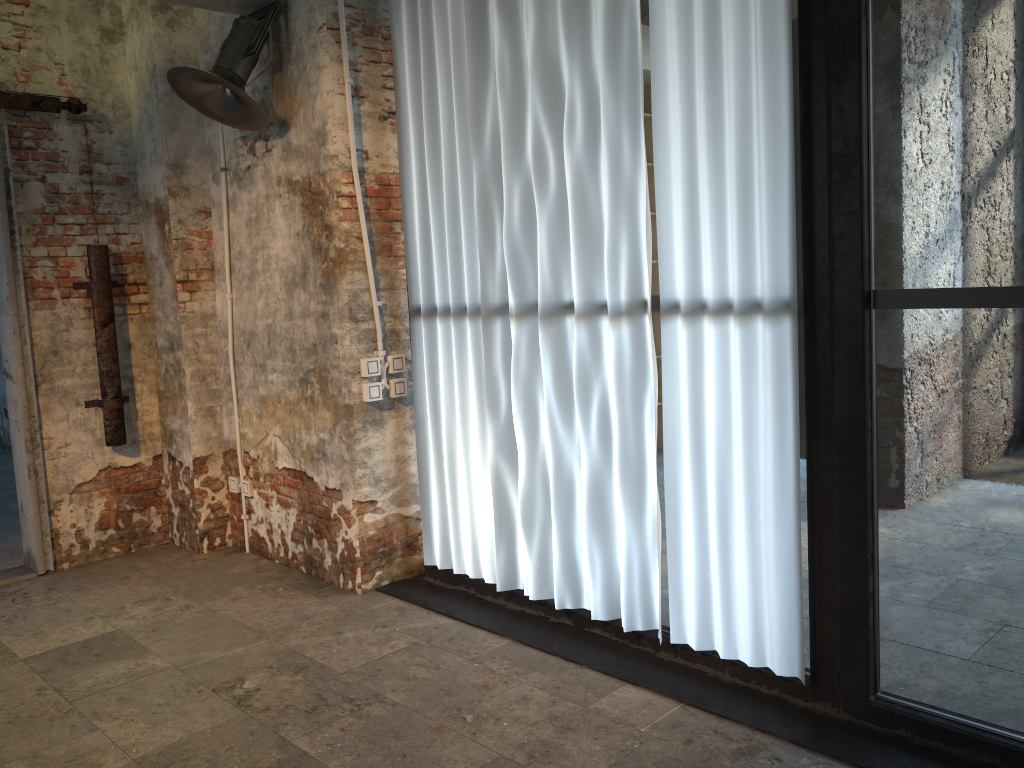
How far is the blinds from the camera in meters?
2.9

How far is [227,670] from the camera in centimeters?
355cm

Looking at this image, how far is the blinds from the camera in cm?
293

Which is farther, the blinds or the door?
the door

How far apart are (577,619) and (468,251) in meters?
1.7

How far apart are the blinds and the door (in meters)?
1.91

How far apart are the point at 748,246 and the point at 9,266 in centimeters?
387cm

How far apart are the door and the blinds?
1.91m

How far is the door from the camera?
4.69m
